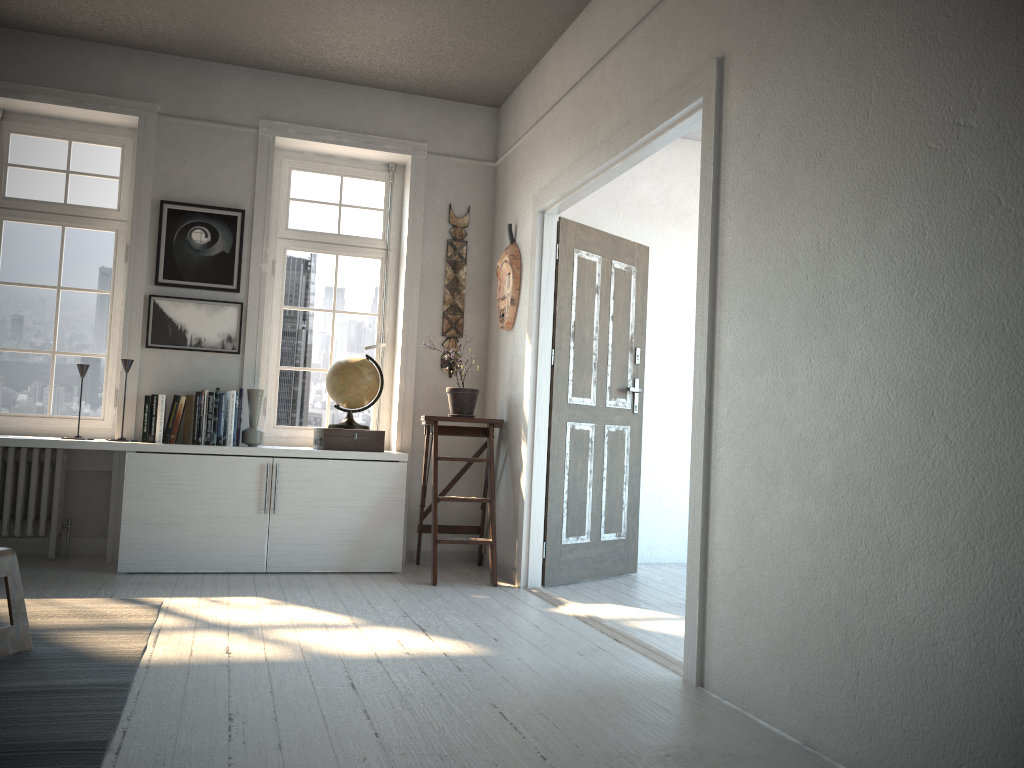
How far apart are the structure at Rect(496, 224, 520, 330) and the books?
1.5m

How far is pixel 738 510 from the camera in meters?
2.8 m

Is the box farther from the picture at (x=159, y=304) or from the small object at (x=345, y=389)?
the picture at (x=159, y=304)

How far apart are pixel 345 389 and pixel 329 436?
0.3m

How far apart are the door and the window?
1.30m

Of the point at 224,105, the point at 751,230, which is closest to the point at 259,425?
the point at 224,105

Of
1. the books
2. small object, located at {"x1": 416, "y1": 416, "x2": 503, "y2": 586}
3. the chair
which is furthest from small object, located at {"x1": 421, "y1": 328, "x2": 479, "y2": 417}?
the chair

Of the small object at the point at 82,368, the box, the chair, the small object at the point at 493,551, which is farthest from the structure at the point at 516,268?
the chair

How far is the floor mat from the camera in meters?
2.1

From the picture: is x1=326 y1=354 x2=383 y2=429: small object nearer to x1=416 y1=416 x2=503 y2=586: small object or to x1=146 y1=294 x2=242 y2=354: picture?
x1=416 y1=416 x2=503 y2=586: small object
